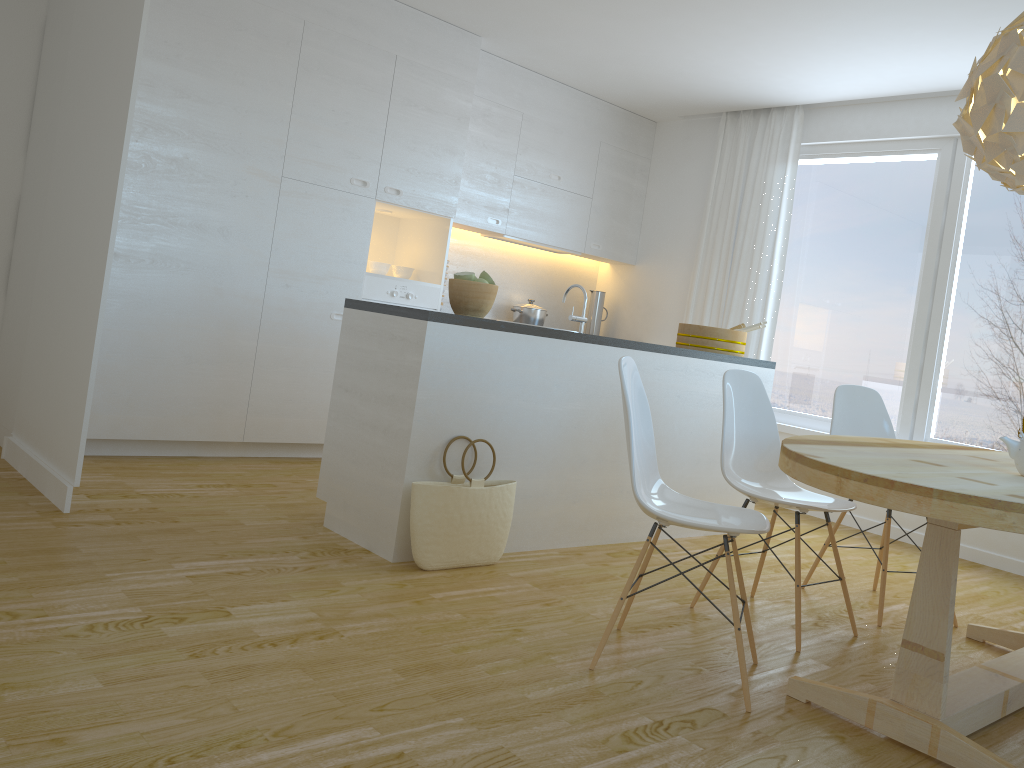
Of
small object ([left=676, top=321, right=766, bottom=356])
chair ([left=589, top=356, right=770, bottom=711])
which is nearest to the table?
chair ([left=589, top=356, right=770, bottom=711])

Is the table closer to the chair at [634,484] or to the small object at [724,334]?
the chair at [634,484]

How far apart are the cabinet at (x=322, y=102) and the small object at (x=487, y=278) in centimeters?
164cm

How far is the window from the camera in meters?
5.1

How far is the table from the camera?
1.98m

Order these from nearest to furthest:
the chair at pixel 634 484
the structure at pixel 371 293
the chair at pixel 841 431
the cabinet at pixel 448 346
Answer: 1. the chair at pixel 634 484
2. the cabinet at pixel 448 346
3. the chair at pixel 841 431
4. the structure at pixel 371 293

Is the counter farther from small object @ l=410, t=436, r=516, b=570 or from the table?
the table

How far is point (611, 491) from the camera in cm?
412

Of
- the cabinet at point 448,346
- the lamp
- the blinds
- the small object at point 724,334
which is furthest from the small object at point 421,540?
the blinds

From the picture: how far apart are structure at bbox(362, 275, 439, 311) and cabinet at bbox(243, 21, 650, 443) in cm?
7
